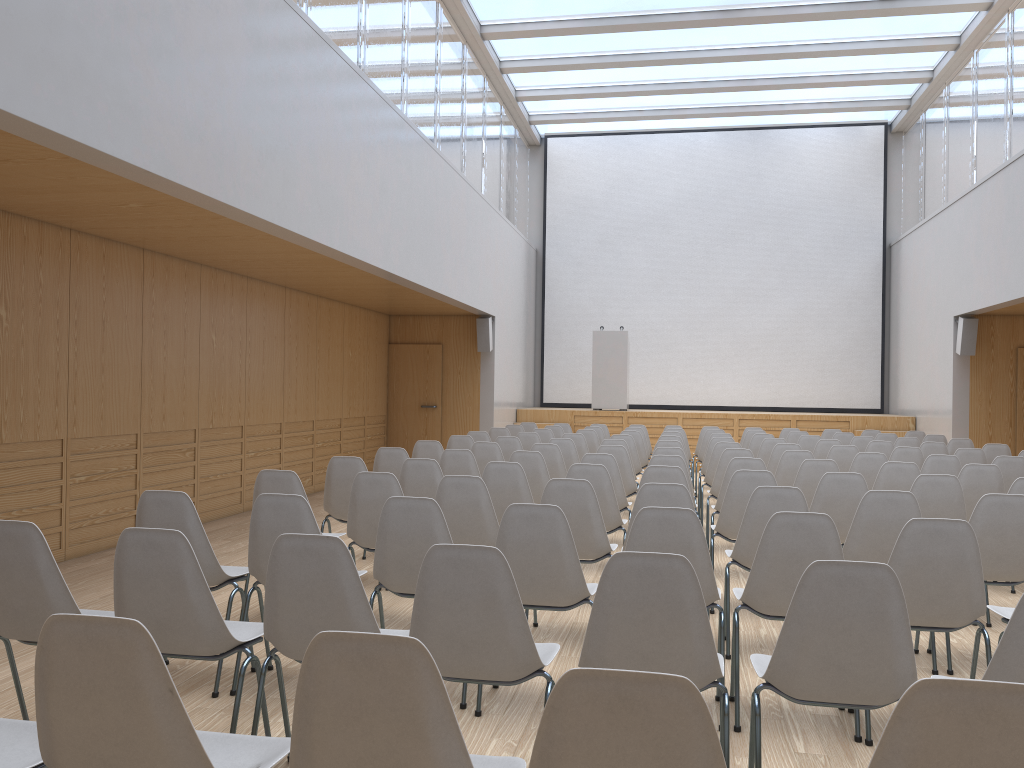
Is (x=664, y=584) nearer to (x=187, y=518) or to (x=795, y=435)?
(x=187, y=518)

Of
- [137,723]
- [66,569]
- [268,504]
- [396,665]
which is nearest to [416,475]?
[268,504]

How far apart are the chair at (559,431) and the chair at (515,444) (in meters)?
2.98

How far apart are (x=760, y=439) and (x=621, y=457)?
3.30m

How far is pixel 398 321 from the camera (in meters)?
13.92

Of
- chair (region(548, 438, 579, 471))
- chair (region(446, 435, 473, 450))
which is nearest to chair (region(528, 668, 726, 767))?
chair (region(548, 438, 579, 471))

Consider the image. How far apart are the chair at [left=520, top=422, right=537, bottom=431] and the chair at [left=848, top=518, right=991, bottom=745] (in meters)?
9.28

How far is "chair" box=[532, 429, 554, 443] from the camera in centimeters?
1058cm

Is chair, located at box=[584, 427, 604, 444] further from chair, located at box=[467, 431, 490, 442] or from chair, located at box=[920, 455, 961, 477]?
chair, located at box=[920, 455, 961, 477]

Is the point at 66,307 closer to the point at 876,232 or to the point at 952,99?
the point at 952,99
